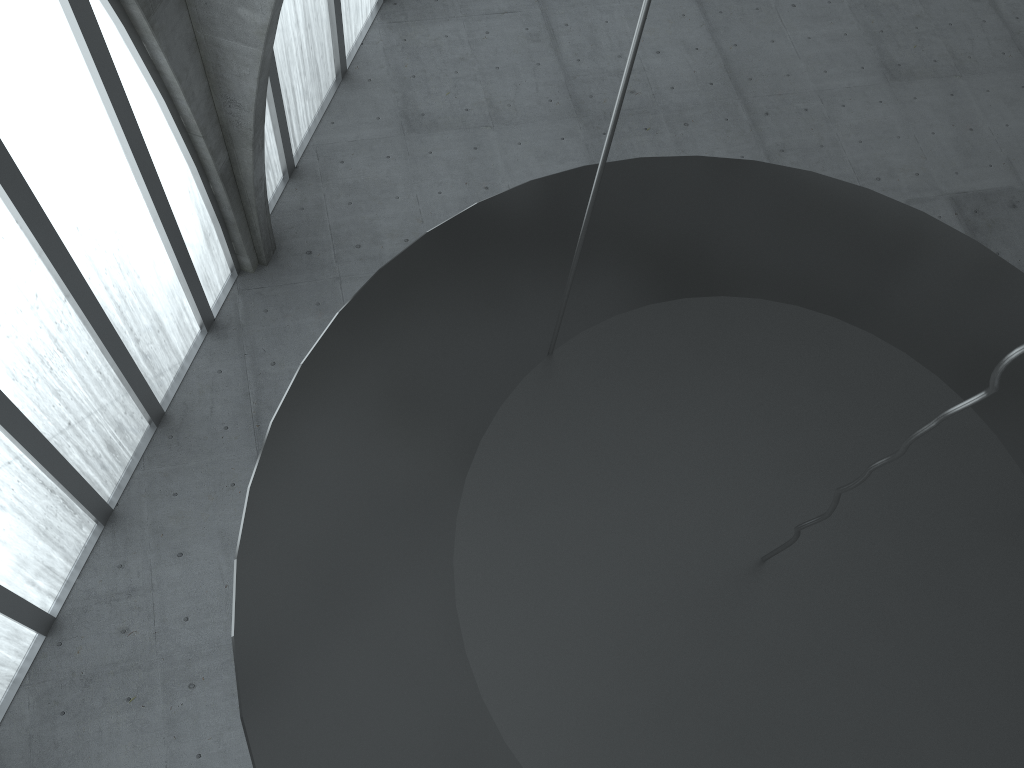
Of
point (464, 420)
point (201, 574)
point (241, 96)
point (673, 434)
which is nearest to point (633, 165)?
point (673, 434)

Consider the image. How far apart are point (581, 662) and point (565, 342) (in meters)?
3.31
